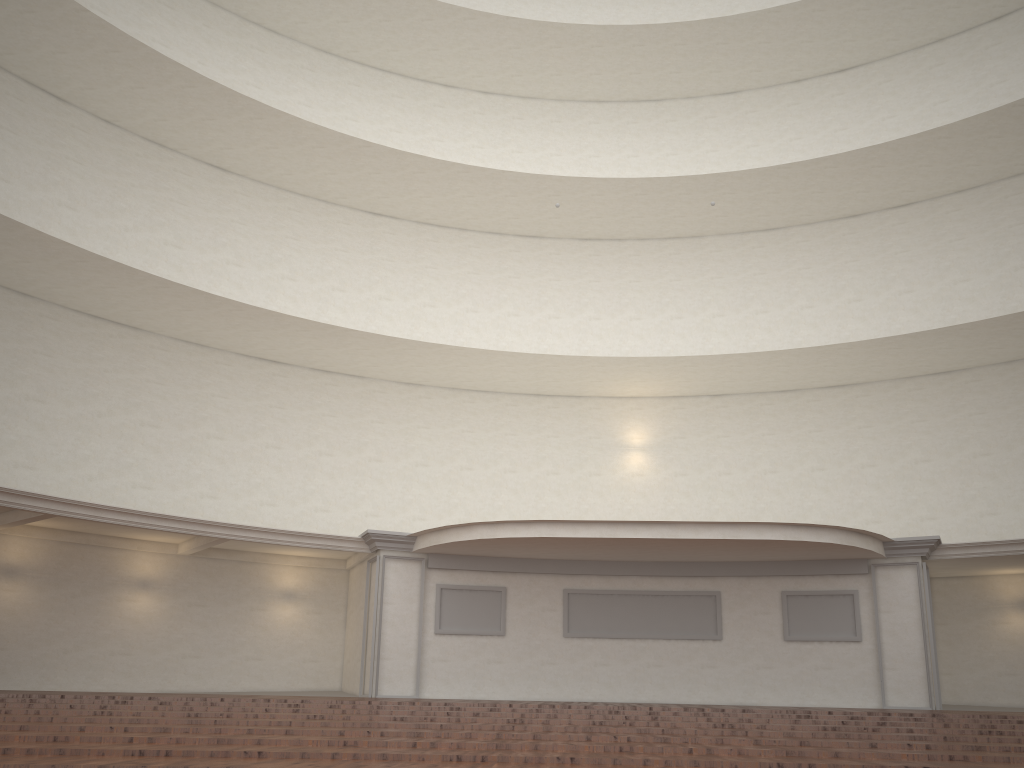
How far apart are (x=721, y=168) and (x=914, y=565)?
11.6 meters
